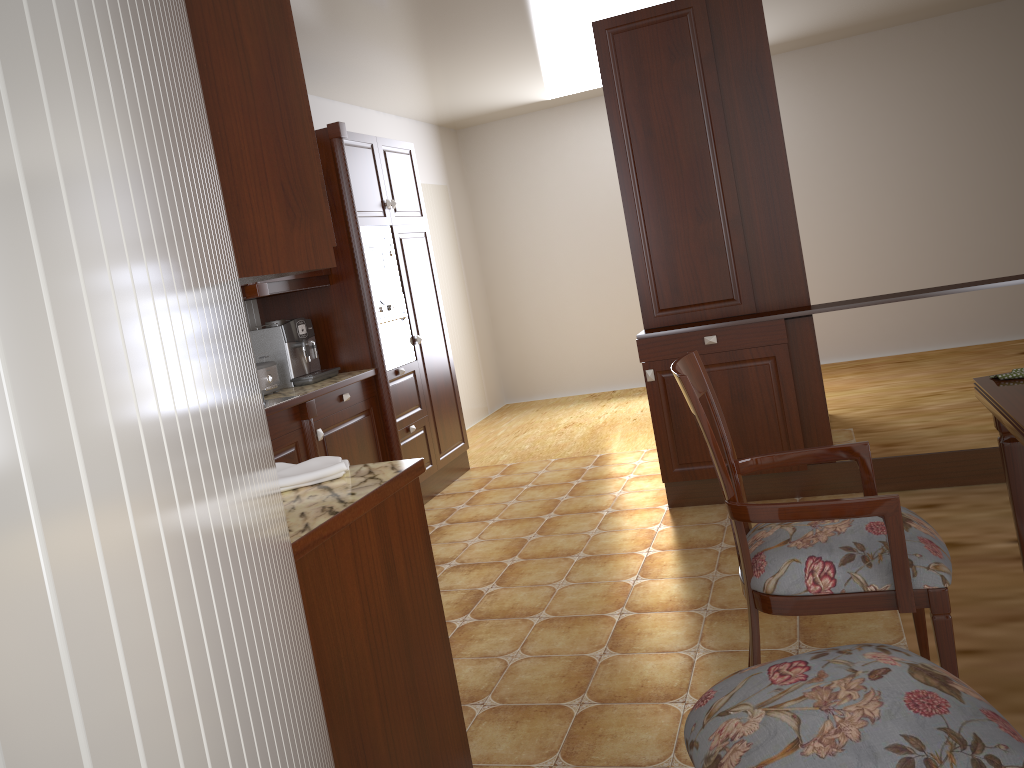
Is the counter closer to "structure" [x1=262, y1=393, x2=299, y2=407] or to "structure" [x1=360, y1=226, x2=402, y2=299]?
"structure" [x1=262, y1=393, x2=299, y2=407]

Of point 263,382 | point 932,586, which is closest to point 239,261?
point 932,586

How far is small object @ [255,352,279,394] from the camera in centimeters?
395cm

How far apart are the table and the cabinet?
1.3m

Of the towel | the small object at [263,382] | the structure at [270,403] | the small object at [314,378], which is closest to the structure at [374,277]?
the small object at [314,378]

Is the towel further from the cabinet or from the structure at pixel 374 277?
the structure at pixel 374 277

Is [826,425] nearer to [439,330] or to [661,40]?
[661,40]

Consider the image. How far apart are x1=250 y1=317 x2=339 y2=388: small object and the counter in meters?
0.0

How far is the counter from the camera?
1.6 meters

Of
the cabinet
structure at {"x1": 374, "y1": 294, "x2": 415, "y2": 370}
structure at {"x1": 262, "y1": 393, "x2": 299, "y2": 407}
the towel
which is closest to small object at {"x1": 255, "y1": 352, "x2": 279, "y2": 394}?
structure at {"x1": 262, "y1": 393, "x2": 299, "y2": 407}
